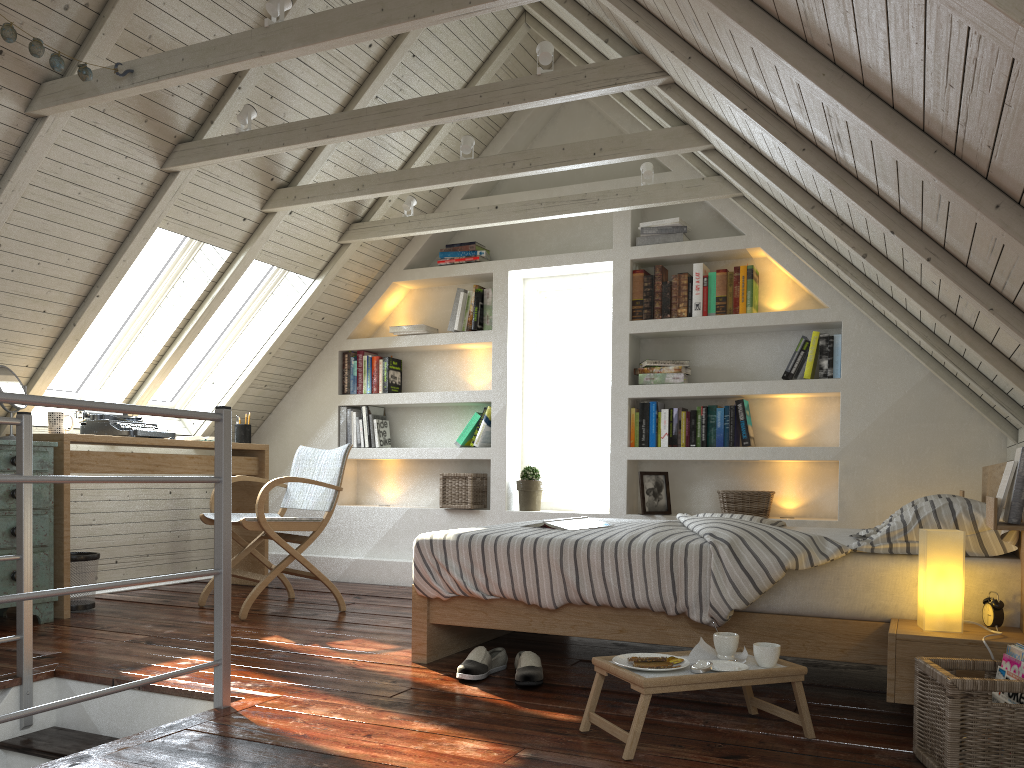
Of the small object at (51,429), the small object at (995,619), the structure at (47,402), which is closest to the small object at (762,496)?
the small object at (995,619)

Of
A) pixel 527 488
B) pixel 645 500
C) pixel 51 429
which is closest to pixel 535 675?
pixel 645 500

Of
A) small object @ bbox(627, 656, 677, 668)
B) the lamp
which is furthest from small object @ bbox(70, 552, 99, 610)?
the lamp

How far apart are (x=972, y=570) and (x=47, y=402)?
2.3m

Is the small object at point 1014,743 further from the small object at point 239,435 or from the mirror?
the small object at point 239,435

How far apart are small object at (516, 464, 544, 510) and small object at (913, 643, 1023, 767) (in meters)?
2.92

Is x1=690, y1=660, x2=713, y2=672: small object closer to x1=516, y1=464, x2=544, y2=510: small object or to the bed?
the bed

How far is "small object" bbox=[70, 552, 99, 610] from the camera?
3.91m

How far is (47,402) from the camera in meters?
1.9

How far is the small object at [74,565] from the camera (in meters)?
3.91
